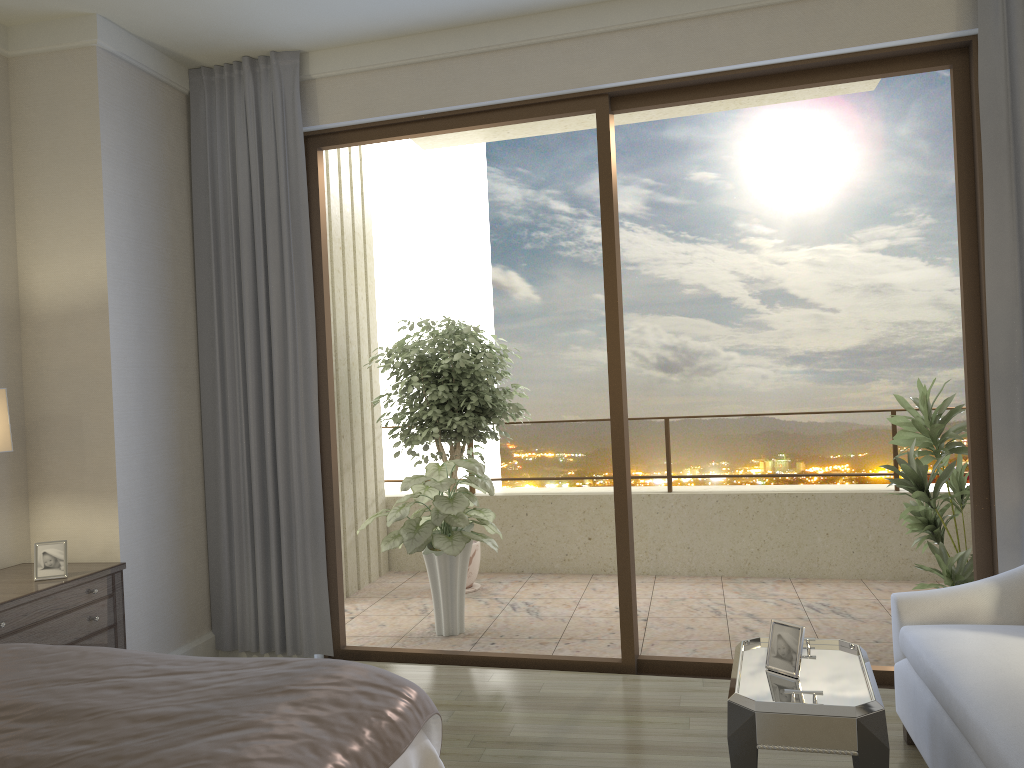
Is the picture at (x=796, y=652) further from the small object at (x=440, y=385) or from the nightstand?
the small object at (x=440, y=385)

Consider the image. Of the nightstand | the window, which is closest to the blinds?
the window

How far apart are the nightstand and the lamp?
0.5 meters

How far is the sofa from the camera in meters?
2.2 m

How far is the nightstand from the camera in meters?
3.3

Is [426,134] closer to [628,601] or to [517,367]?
[628,601]

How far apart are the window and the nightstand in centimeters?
109cm

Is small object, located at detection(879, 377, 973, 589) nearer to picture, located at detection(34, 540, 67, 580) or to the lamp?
picture, located at detection(34, 540, 67, 580)

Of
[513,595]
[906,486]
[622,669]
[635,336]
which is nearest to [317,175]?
[622,669]

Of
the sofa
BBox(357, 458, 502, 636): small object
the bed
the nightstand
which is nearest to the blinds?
the sofa
